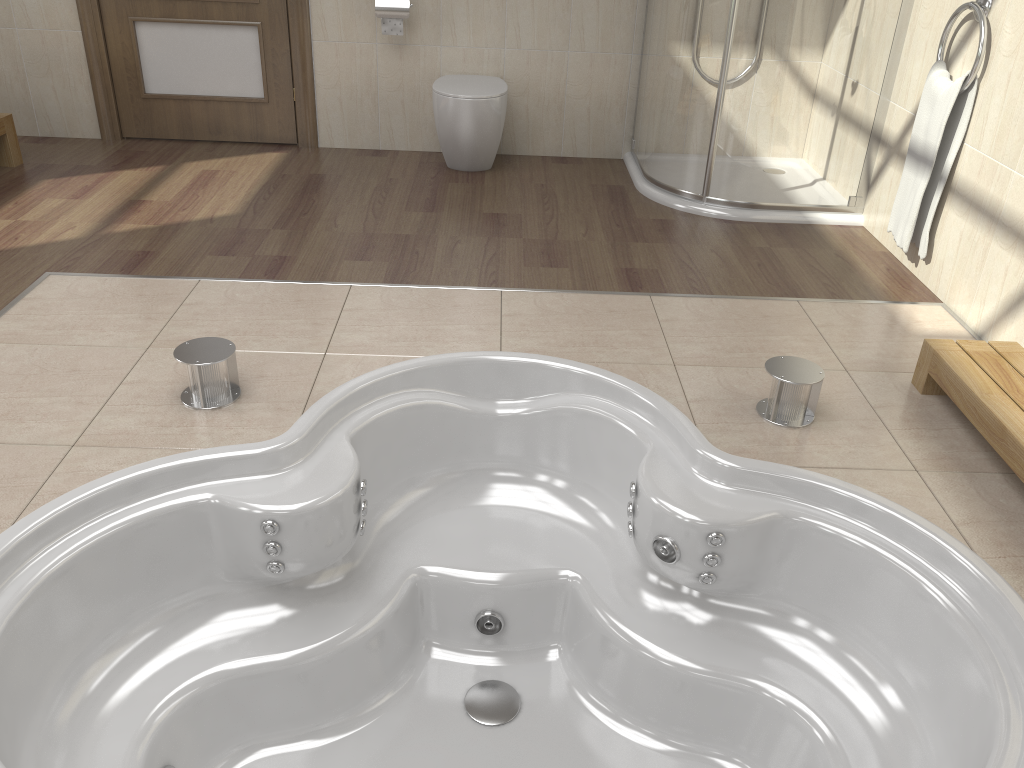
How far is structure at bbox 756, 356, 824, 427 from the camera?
2.24m

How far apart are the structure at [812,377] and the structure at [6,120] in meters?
3.4 m

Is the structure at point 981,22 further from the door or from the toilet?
the door

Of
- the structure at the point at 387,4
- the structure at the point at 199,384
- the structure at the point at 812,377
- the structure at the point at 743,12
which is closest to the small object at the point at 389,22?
the structure at the point at 387,4

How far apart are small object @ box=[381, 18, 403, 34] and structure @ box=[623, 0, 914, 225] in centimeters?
113cm

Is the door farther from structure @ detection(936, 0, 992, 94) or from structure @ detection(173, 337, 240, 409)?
structure @ detection(936, 0, 992, 94)

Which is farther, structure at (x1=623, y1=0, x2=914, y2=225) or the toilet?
the toilet

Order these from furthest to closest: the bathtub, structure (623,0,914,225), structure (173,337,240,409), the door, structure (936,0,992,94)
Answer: the door
structure (623,0,914,225)
structure (936,0,992,94)
structure (173,337,240,409)
the bathtub

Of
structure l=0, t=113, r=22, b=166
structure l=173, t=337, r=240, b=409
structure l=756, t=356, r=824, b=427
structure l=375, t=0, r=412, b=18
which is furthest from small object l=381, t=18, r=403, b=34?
structure l=756, t=356, r=824, b=427

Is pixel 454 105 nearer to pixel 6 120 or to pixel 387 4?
pixel 387 4
